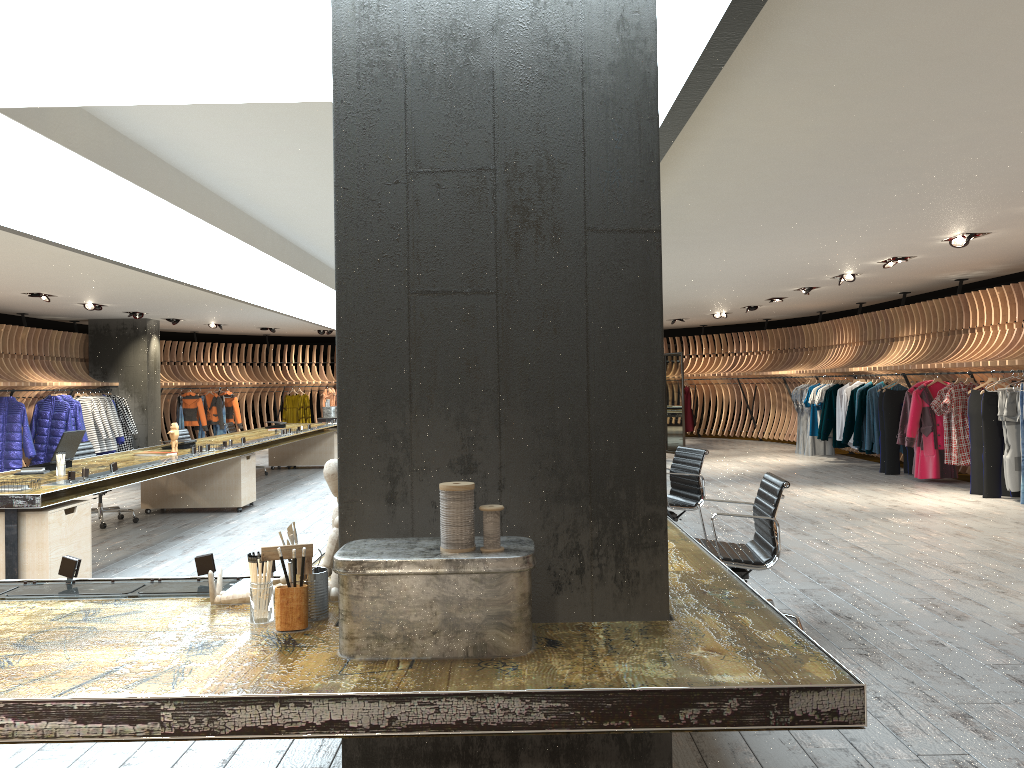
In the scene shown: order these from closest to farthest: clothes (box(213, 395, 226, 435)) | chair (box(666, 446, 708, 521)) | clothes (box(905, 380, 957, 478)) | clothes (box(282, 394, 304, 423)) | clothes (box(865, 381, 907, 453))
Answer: chair (box(666, 446, 708, 521)) → clothes (box(905, 380, 957, 478)) → clothes (box(865, 381, 907, 453)) → clothes (box(213, 395, 226, 435)) → clothes (box(282, 394, 304, 423))

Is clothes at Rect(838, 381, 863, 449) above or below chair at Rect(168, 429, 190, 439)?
above

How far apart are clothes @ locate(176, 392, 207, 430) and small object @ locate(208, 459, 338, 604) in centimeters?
1795cm

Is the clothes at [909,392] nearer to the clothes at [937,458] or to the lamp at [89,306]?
the clothes at [937,458]

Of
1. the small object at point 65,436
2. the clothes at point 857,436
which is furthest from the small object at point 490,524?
the clothes at point 857,436

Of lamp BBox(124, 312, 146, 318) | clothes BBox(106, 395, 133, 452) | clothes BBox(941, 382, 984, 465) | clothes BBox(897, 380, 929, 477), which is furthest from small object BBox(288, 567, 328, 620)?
clothes BBox(106, 395, 133, 452)

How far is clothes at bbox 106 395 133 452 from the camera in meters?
16.5 m

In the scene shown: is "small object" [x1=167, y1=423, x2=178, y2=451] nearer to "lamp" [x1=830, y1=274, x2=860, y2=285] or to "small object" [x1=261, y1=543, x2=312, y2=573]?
"small object" [x1=261, y1=543, x2=312, y2=573]

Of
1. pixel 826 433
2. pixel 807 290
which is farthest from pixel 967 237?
pixel 826 433

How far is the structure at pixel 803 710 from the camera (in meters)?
1.84
